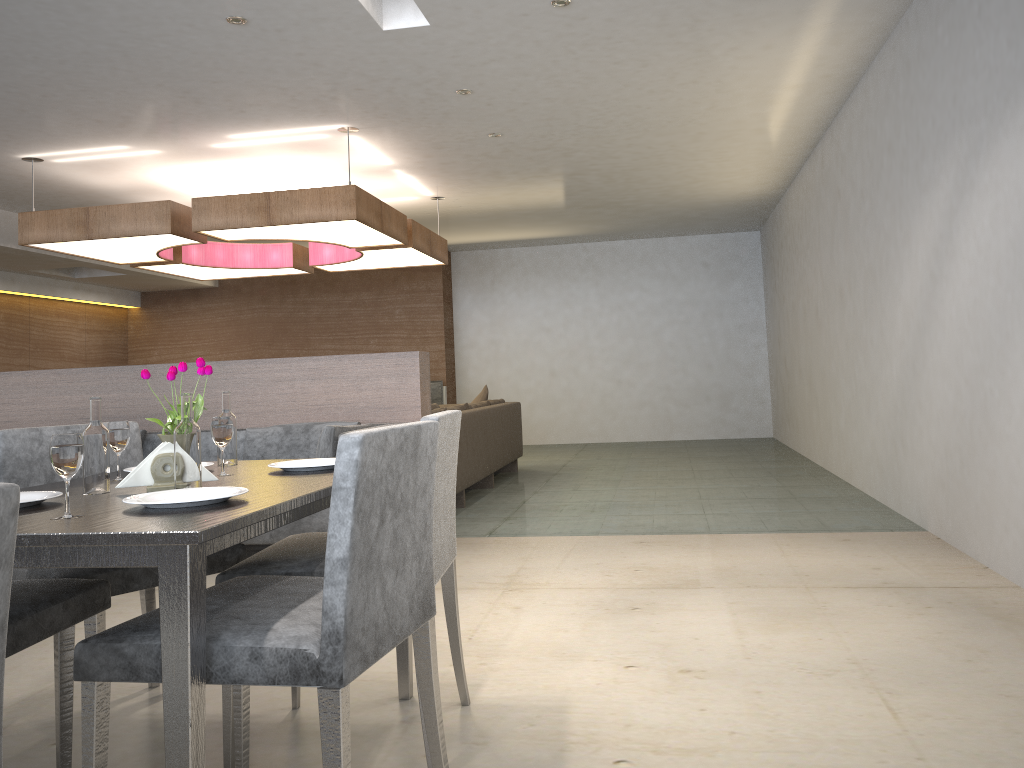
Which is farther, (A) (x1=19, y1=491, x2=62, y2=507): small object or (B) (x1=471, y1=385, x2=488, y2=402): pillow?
(B) (x1=471, y1=385, x2=488, y2=402): pillow

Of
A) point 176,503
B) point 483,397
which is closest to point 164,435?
point 176,503

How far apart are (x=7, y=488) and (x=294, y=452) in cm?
389

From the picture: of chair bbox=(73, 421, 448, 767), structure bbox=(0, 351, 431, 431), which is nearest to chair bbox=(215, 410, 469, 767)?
chair bbox=(73, 421, 448, 767)

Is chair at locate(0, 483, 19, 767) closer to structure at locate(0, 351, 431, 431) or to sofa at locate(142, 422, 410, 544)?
sofa at locate(142, 422, 410, 544)

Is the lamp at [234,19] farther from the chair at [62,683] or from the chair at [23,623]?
the chair at [23,623]

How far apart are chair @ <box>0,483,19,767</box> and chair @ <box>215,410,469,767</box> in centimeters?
113cm

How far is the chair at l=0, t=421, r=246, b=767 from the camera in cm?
195

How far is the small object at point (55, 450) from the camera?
1.5m

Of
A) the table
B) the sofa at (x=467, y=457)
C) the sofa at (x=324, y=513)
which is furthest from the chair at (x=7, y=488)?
the sofa at (x=467, y=457)
